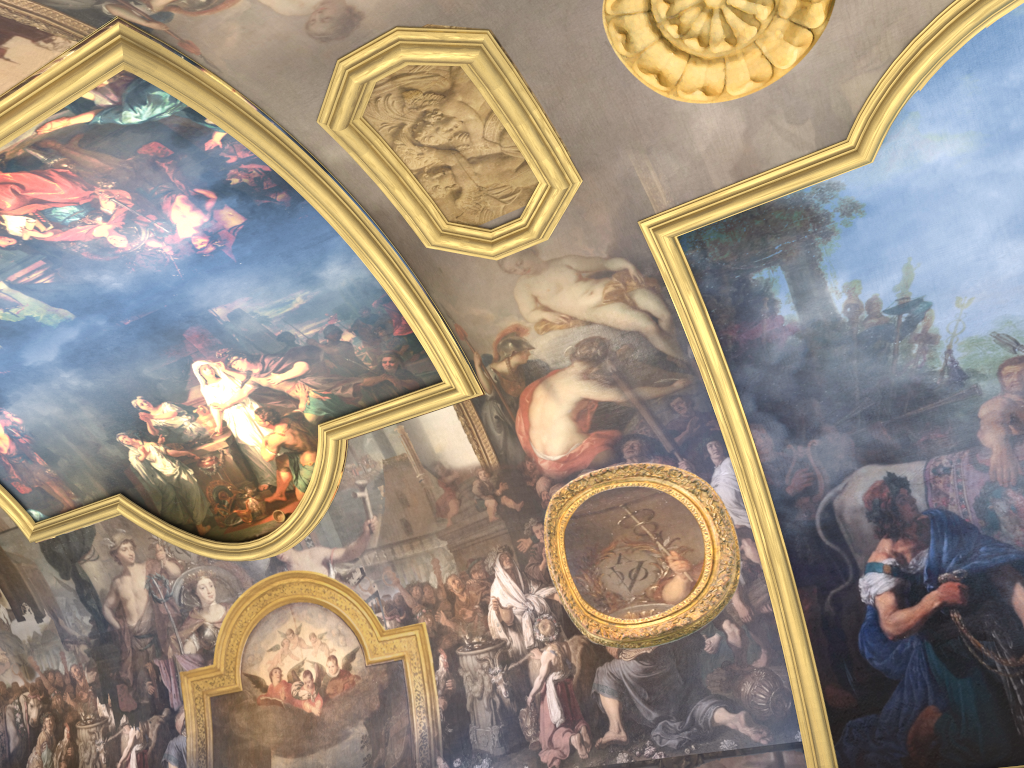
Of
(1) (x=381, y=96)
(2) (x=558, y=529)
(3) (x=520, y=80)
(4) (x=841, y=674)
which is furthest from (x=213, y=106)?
(4) (x=841, y=674)
